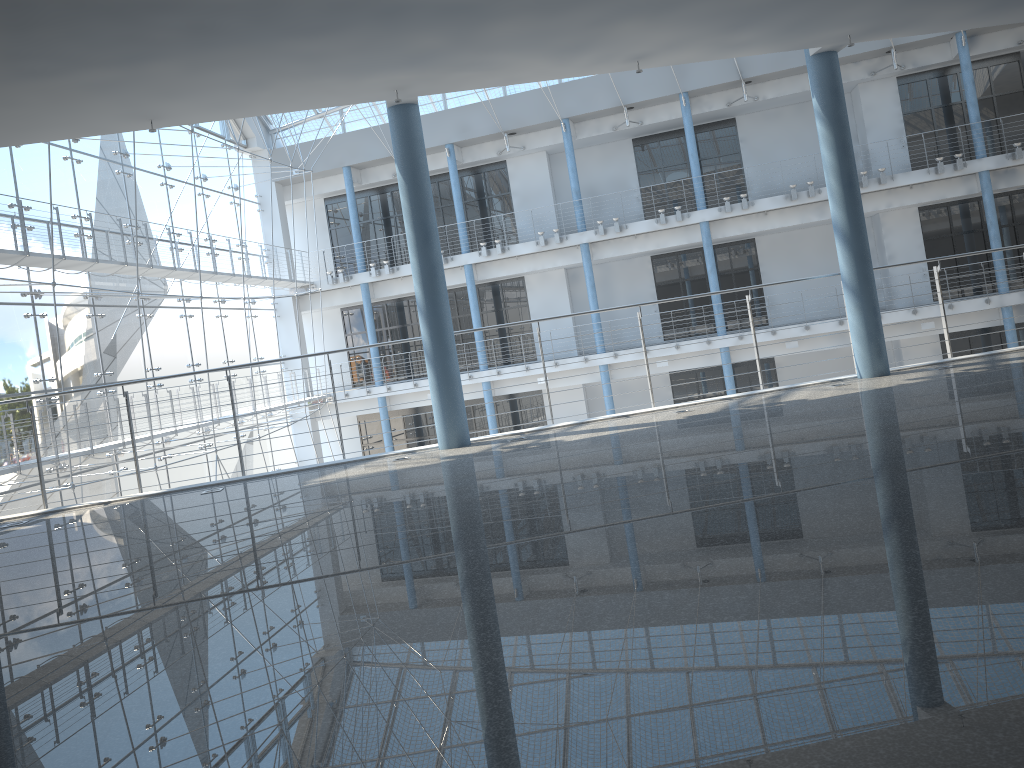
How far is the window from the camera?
2.4m

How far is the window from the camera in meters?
2.4 m

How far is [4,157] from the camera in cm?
241
